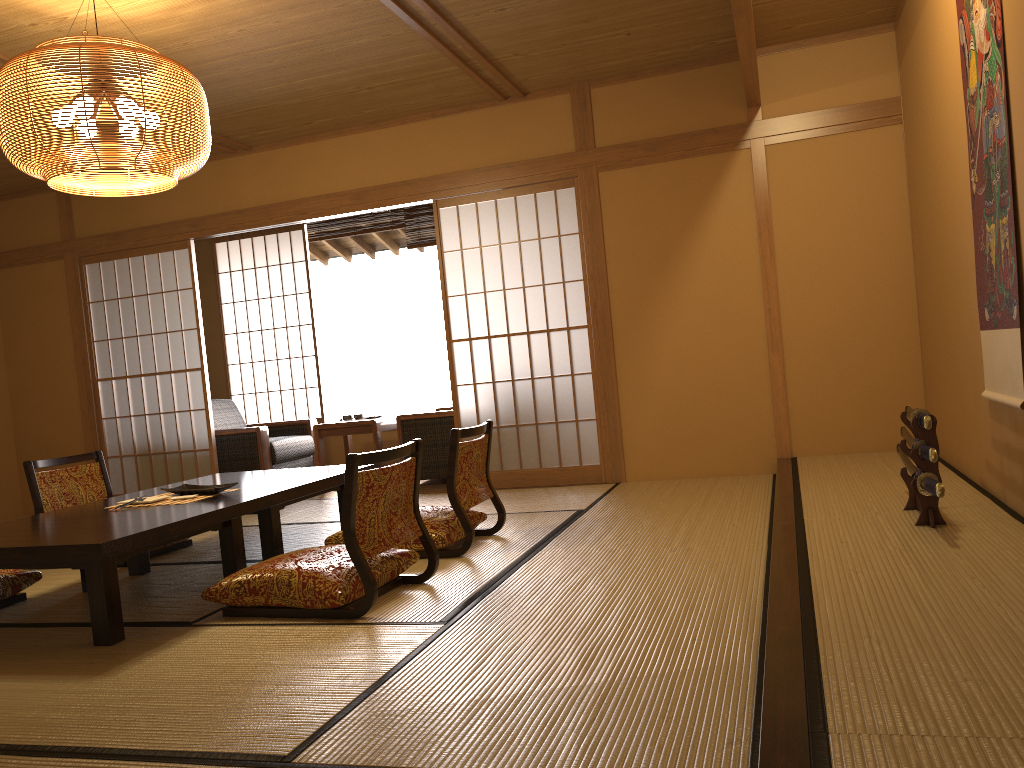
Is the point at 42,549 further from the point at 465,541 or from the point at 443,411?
the point at 443,411

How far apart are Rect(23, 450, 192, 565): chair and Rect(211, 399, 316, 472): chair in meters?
1.8

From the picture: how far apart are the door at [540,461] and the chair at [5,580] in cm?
276

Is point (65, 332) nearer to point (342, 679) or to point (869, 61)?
point (342, 679)

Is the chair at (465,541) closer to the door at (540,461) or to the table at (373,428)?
the door at (540,461)

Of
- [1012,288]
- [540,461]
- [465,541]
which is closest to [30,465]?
[465,541]

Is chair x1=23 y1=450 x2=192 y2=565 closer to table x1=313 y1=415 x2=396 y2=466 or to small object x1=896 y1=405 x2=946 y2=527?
table x1=313 y1=415 x2=396 y2=466

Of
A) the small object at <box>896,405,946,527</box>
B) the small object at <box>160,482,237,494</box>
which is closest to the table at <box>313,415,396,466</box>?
the small object at <box>160,482,237,494</box>

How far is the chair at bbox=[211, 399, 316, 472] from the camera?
6.7m

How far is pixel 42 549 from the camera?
2.8 meters
